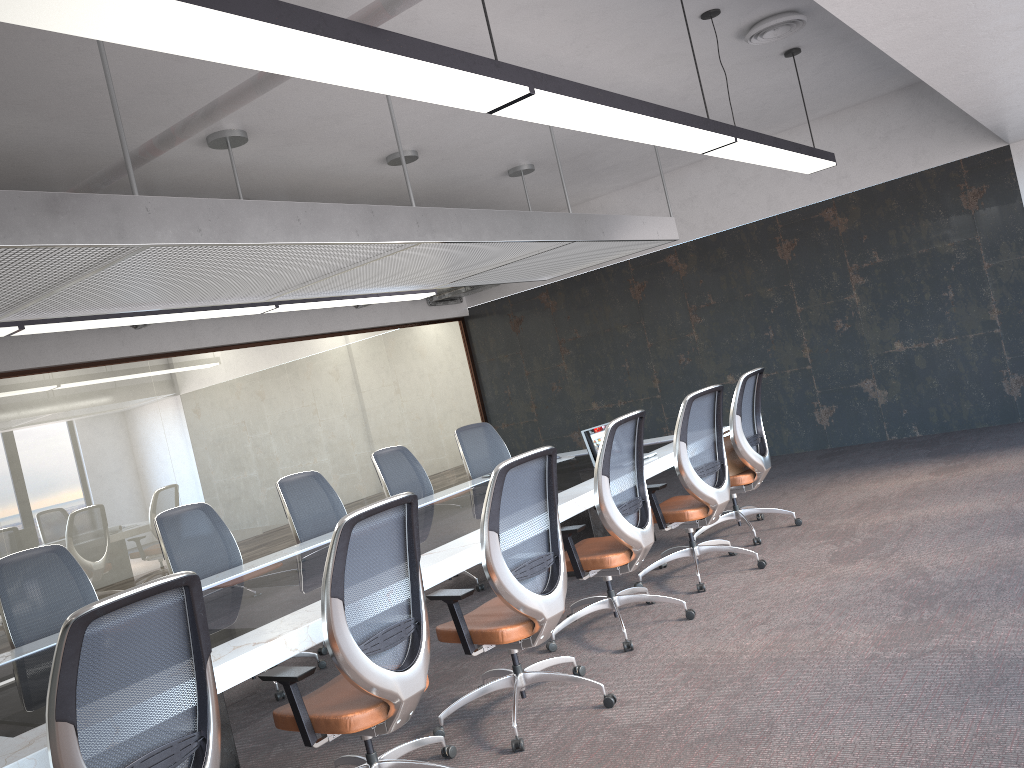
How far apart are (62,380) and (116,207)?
4.8 meters

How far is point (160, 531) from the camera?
5.3m

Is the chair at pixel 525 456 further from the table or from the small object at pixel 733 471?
the small object at pixel 733 471

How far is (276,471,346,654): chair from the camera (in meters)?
6.08

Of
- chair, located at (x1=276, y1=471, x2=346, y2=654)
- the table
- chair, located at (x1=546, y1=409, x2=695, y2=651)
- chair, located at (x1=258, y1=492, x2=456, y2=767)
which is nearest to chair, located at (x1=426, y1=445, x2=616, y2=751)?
the table

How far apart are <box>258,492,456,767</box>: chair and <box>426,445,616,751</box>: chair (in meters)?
0.20

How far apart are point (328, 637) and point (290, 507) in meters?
3.2

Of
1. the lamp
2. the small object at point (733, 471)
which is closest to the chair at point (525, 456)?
the lamp

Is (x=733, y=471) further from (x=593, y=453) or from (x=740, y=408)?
(x=593, y=453)

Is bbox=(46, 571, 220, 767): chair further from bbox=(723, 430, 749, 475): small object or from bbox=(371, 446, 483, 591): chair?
bbox=(723, 430, 749, 475): small object
